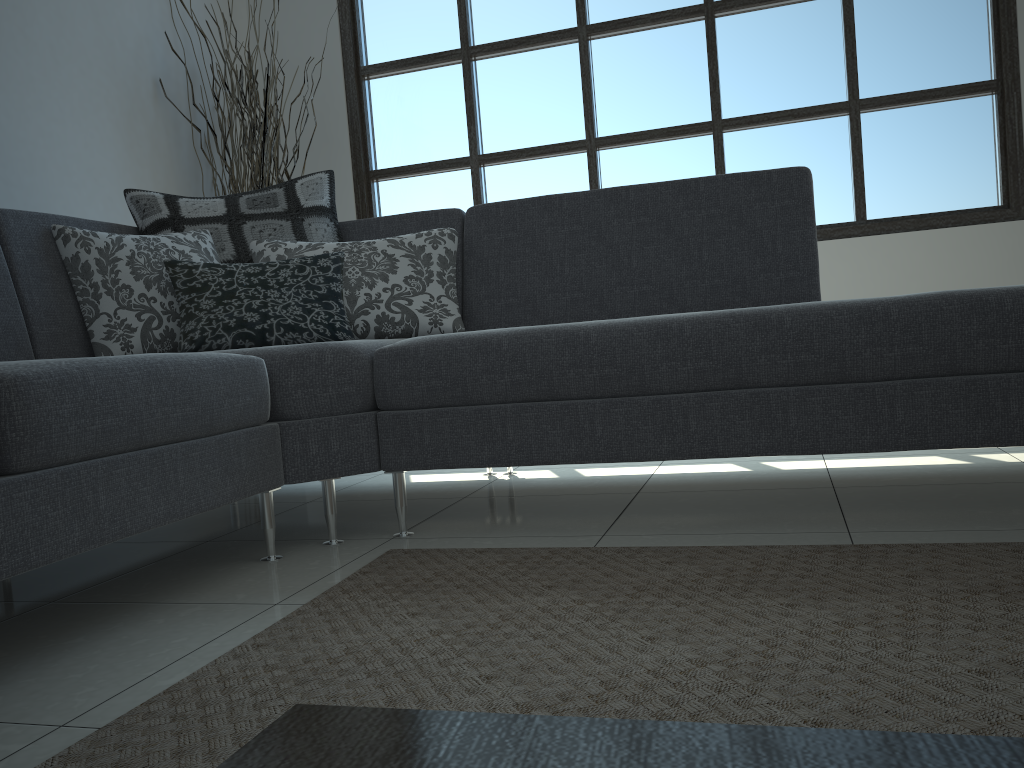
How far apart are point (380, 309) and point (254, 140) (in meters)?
1.79

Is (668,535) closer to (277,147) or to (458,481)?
(458,481)

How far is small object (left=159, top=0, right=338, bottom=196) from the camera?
3.9 meters

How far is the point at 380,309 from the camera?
2.50m

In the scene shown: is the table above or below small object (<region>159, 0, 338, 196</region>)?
below

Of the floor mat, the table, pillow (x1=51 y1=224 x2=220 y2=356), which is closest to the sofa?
pillow (x1=51 y1=224 x2=220 y2=356)

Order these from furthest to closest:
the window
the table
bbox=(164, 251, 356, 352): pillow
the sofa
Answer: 1. the window
2. bbox=(164, 251, 356, 352): pillow
3. the sofa
4. the table

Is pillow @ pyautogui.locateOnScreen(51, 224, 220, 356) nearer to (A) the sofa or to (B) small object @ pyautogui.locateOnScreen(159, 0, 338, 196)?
(A) the sofa

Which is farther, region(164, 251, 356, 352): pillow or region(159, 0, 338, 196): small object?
region(159, 0, 338, 196): small object

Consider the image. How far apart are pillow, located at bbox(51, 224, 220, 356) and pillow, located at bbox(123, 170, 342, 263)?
0.03m
